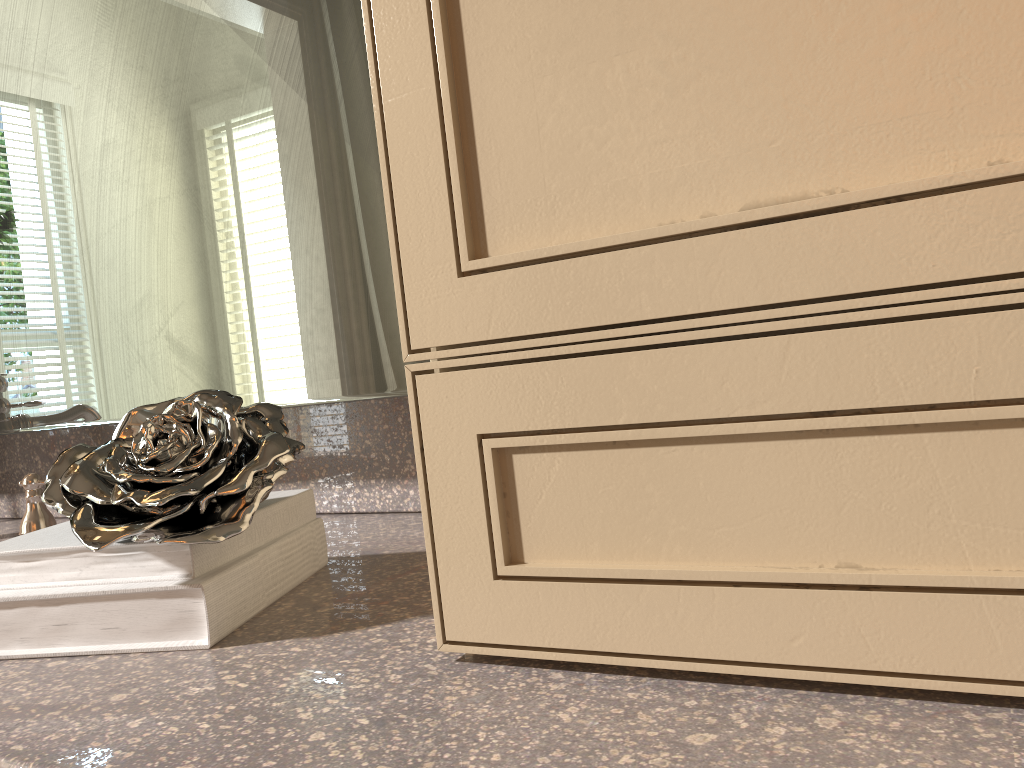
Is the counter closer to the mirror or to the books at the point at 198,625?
the books at the point at 198,625

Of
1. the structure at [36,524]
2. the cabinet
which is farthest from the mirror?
the cabinet

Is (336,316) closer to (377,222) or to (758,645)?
(377,222)

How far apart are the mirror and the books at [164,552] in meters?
0.1

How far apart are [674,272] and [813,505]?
0.11m

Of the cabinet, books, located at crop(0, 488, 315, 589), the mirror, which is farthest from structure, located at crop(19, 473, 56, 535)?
the cabinet

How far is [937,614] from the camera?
0.3 meters

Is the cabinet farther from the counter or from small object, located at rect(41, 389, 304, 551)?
small object, located at rect(41, 389, 304, 551)

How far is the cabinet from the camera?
0.3 meters

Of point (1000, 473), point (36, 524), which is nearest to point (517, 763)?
point (1000, 473)
